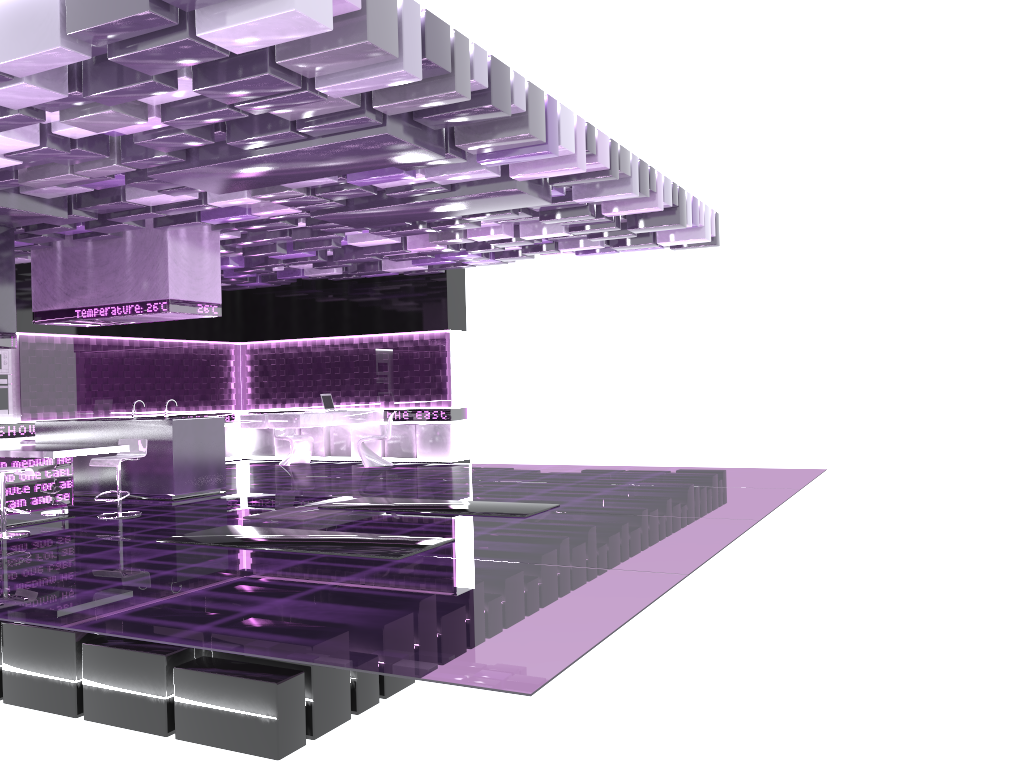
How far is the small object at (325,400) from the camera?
14.1 meters

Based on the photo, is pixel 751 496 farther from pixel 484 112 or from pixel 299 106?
pixel 299 106

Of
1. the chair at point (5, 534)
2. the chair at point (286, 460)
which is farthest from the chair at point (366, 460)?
the chair at point (5, 534)

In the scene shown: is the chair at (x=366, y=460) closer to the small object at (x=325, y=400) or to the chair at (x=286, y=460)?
the small object at (x=325, y=400)

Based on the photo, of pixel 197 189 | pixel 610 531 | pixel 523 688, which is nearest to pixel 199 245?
pixel 197 189

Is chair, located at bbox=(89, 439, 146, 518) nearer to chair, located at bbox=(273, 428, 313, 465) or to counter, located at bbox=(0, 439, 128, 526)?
counter, located at bbox=(0, 439, 128, 526)

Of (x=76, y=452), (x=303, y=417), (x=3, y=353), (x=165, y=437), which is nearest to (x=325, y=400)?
(x=303, y=417)

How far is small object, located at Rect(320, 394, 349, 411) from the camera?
14.1 meters

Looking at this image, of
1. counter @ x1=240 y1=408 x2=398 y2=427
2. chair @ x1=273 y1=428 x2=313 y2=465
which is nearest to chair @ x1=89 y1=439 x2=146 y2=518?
counter @ x1=240 y1=408 x2=398 y2=427

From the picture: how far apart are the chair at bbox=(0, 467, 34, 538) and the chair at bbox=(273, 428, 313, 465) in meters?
6.5 m
